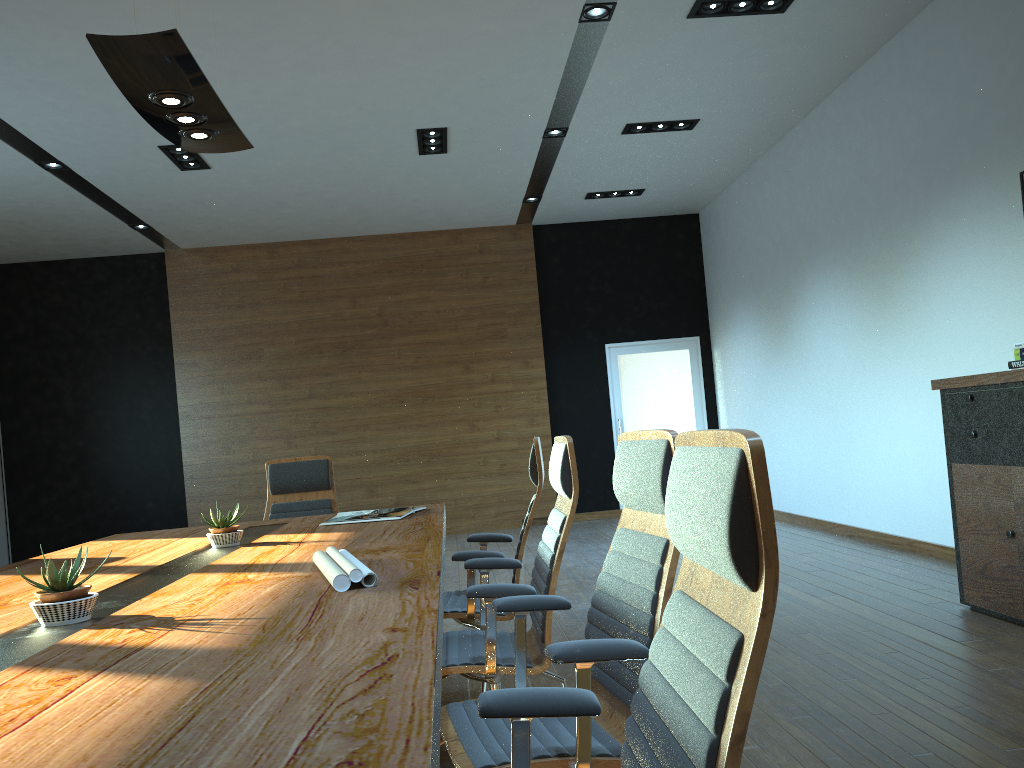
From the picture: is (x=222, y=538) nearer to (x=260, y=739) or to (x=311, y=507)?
(x=311, y=507)

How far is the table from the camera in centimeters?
107cm

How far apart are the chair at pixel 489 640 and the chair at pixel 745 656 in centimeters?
112cm

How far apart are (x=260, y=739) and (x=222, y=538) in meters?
2.6

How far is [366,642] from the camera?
1.6m

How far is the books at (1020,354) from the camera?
4.7m

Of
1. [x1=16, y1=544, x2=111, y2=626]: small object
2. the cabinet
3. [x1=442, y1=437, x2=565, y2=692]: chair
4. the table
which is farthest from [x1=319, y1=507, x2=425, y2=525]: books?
the cabinet

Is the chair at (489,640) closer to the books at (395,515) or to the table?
the table

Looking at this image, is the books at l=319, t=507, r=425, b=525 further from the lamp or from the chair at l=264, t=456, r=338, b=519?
the lamp

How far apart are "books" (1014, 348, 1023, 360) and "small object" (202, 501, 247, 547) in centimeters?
408cm
